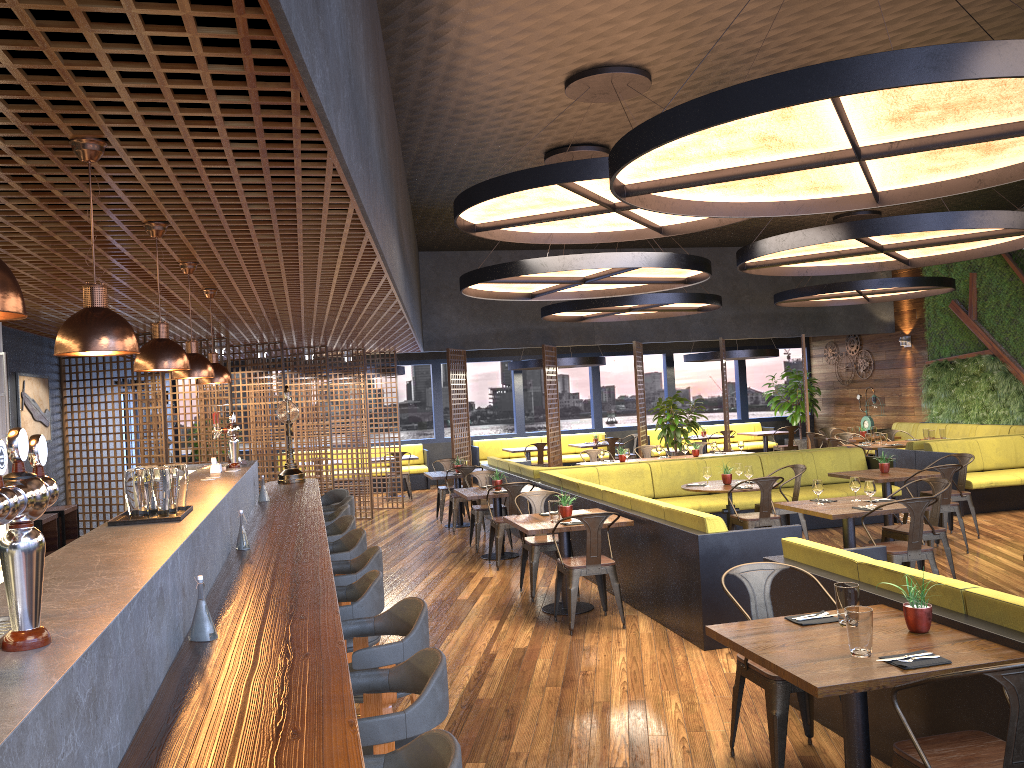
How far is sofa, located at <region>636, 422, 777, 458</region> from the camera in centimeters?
1969cm

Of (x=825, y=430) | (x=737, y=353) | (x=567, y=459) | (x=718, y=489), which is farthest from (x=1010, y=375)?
(x=718, y=489)

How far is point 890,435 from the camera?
15.0 meters

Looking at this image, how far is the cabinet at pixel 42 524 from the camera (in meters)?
7.39

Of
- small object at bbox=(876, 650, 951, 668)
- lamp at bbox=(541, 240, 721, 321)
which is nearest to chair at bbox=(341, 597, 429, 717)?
small object at bbox=(876, 650, 951, 668)

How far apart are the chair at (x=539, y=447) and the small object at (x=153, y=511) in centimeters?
1325cm

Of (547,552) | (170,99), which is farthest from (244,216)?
(547,552)

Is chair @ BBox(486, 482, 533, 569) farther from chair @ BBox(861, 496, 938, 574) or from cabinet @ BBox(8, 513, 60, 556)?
cabinet @ BBox(8, 513, 60, 556)

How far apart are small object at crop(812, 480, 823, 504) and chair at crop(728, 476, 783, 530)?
1.01m

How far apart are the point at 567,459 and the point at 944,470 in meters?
10.4 m
